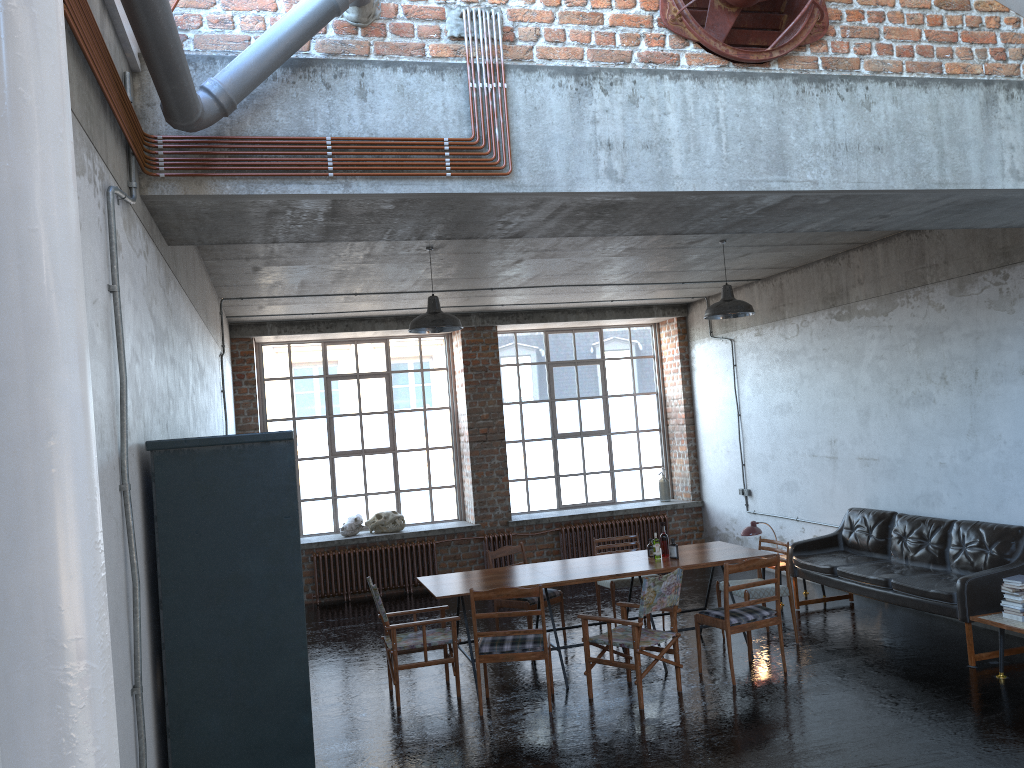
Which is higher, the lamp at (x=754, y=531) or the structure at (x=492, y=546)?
the lamp at (x=754, y=531)

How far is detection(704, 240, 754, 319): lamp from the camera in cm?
854

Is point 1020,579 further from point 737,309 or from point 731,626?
point 737,309

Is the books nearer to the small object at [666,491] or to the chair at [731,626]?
the chair at [731,626]

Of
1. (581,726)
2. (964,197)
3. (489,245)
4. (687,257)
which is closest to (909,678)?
(581,726)

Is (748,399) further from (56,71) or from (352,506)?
(56,71)

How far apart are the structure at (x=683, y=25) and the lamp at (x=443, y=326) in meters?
3.4

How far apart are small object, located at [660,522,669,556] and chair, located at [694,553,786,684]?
0.8m

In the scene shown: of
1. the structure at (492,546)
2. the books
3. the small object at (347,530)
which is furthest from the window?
the books

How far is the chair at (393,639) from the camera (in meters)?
7.31
